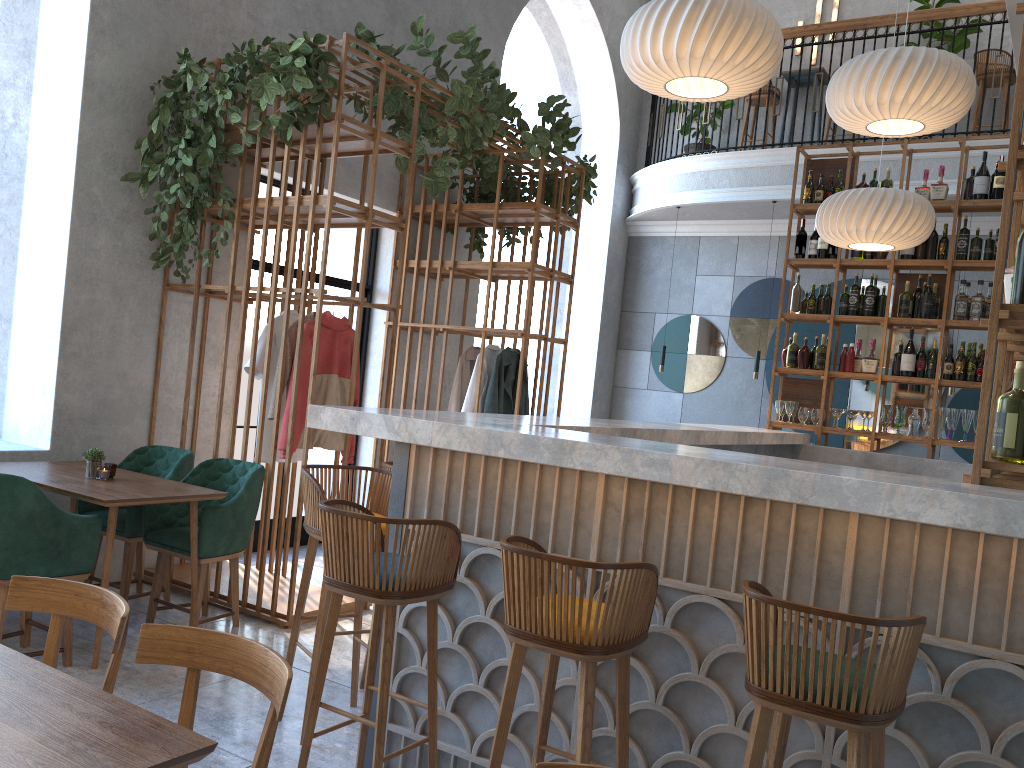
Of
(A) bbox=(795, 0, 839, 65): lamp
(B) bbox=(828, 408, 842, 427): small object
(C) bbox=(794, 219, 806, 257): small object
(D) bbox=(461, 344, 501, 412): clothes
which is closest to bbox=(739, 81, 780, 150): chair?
(A) bbox=(795, 0, 839, 65): lamp

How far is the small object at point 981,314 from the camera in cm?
622

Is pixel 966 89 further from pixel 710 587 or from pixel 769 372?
pixel 769 372

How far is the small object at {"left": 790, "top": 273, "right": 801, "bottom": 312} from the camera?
6.91m

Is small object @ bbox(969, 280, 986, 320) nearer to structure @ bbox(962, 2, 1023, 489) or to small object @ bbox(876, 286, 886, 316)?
small object @ bbox(876, 286, 886, 316)

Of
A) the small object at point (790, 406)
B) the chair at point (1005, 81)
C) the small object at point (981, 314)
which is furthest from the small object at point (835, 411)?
the chair at point (1005, 81)

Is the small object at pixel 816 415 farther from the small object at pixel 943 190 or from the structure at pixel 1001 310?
the structure at pixel 1001 310

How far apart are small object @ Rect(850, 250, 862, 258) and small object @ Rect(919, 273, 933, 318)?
0.6 meters

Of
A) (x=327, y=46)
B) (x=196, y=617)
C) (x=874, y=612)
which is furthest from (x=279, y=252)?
(x=874, y=612)

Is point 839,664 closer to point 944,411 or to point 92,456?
point 92,456
